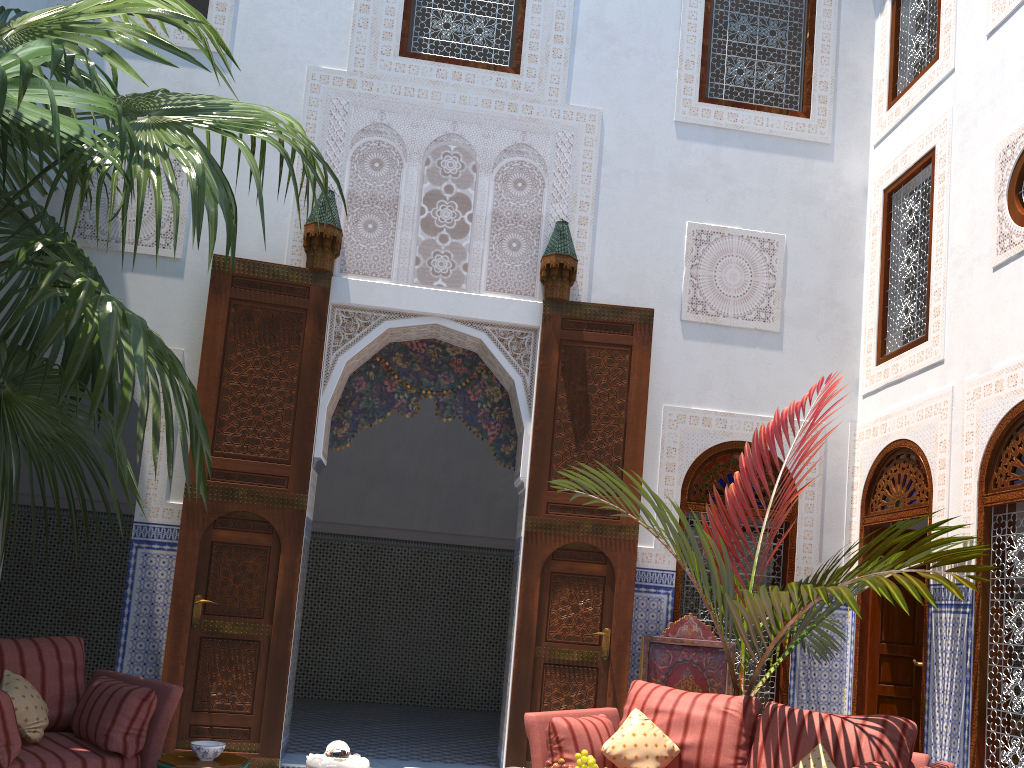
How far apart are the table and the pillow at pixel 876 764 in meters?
2.0 m

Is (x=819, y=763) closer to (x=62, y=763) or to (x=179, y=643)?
(x=62, y=763)

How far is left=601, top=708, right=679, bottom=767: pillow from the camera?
3.03m

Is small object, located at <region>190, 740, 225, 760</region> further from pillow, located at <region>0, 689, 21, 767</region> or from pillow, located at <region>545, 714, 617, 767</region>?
pillow, located at <region>545, 714, 617, 767</region>

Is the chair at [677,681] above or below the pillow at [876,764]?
above

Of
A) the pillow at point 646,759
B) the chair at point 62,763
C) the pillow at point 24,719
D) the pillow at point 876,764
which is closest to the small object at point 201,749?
the chair at point 62,763

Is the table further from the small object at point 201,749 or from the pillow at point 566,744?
the pillow at point 566,744

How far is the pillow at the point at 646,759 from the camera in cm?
303

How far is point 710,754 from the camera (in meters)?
3.06

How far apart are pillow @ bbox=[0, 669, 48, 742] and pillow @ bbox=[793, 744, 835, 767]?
2.5m
